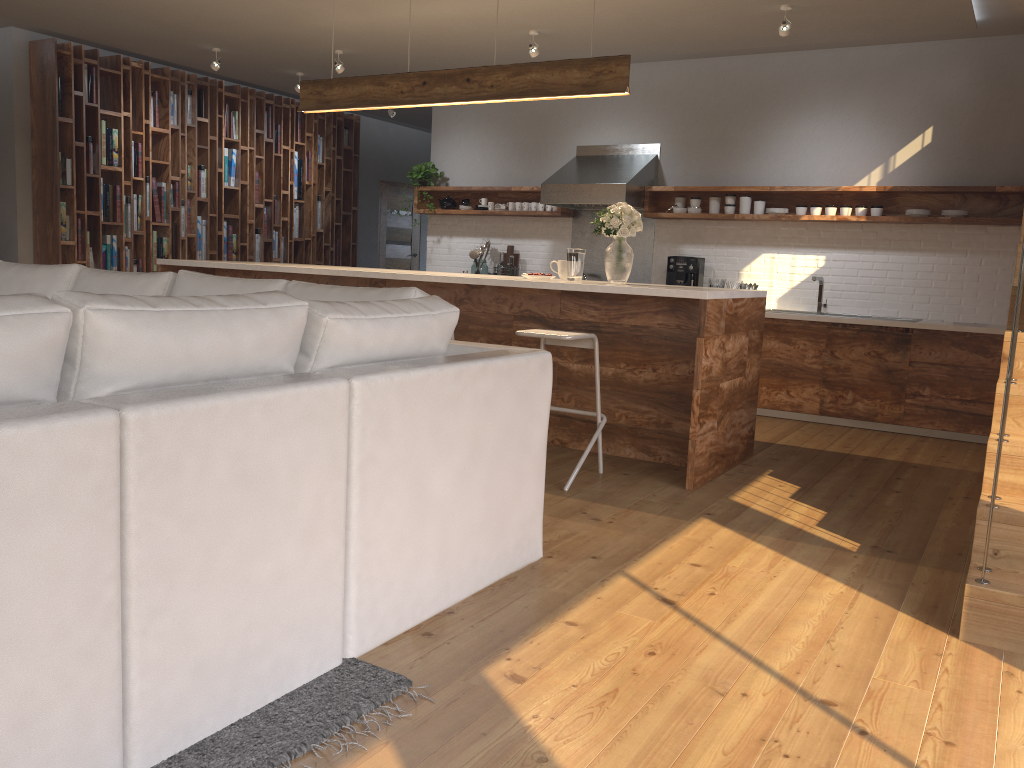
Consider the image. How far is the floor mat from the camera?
1.9m

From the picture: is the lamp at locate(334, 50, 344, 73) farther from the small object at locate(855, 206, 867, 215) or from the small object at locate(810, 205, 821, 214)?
the small object at locate(855, 206, 867, 215)

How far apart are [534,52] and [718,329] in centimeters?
310cm

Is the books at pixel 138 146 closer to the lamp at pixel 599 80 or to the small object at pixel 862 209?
the lamp at pixel 599 80

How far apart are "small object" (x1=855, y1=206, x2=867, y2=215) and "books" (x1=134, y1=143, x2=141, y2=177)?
6.2 meters

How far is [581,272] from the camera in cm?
514

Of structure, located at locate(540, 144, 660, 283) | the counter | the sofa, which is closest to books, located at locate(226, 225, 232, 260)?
structure, located at locate(540, 144, 660, 283)

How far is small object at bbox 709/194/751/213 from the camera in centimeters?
703cm

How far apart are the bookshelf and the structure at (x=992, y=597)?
1.9 meters

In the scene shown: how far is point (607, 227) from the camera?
4.9 meters
